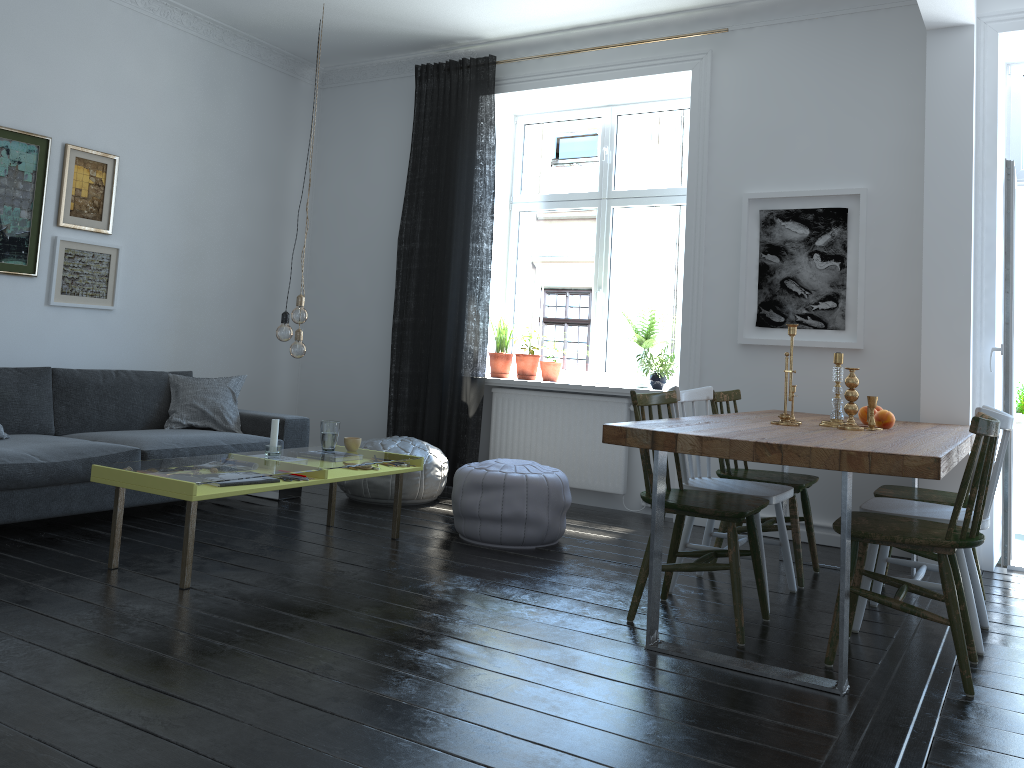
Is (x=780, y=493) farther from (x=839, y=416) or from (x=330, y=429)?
(x=330, y=429)

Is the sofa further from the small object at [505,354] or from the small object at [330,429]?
the small object at [505,354]

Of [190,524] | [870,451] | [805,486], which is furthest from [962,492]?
A: [190,524]

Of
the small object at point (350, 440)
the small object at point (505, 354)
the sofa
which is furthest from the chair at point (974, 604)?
the sofa

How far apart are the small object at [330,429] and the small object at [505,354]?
1.9 meters

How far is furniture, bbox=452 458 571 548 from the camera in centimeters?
435cm

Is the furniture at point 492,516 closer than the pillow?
Yes

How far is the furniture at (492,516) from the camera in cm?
435

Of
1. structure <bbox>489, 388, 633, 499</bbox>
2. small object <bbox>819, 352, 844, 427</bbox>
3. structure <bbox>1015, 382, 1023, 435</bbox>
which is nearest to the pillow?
structure <bbox>489, 388, 633, 499</bbox>

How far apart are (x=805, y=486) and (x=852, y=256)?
1.6m
